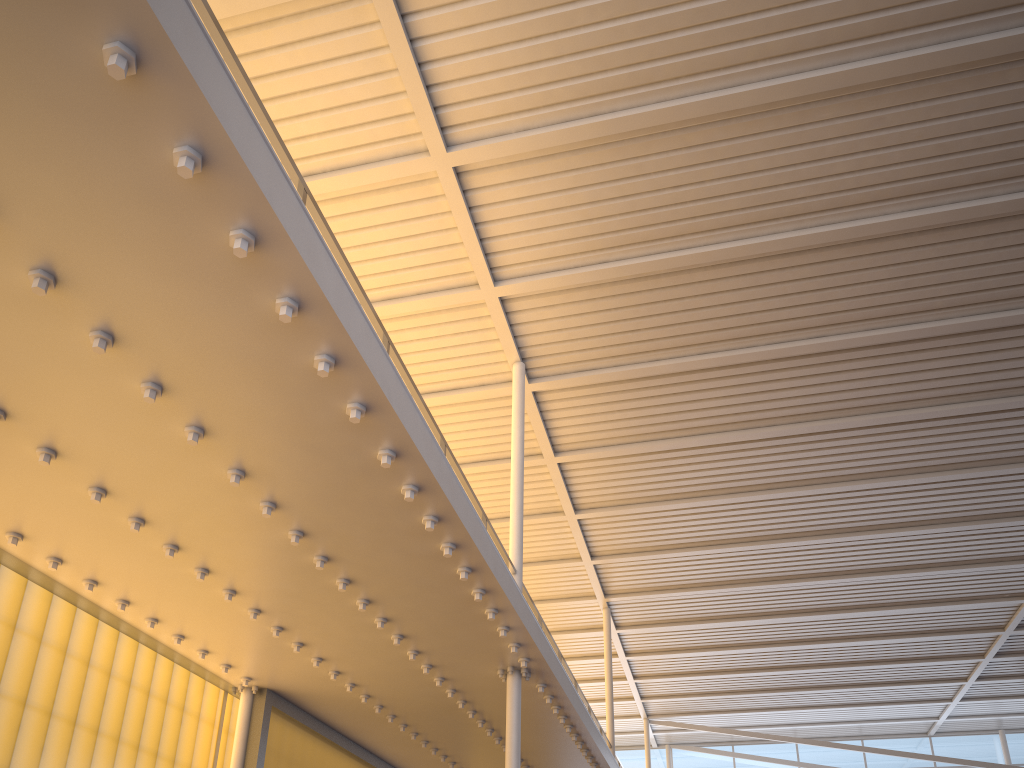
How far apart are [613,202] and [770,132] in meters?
2.2
